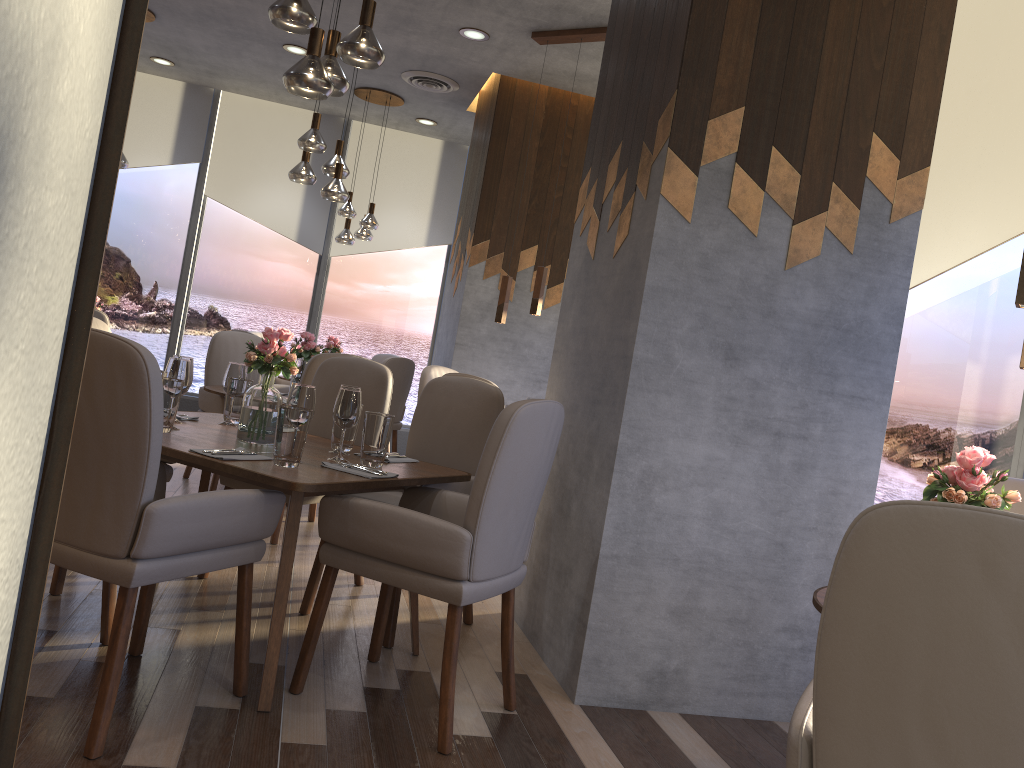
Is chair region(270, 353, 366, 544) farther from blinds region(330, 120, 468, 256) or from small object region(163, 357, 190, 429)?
blinds region(330, 120, 468, 256)

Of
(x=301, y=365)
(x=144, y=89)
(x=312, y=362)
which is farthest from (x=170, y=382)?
(x=144, y=89)

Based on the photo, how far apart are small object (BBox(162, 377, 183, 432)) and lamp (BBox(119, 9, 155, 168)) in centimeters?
425cm

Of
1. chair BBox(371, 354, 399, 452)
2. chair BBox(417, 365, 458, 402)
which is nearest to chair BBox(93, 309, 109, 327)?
chair BBox(417, 365, 458, 402)

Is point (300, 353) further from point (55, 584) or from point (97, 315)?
point (55, 584)

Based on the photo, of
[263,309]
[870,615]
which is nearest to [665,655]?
[870,615]

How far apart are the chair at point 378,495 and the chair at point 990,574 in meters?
1.9 m

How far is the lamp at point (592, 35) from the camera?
5.4m

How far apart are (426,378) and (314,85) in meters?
3.0 m

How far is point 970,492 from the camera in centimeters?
194cm
